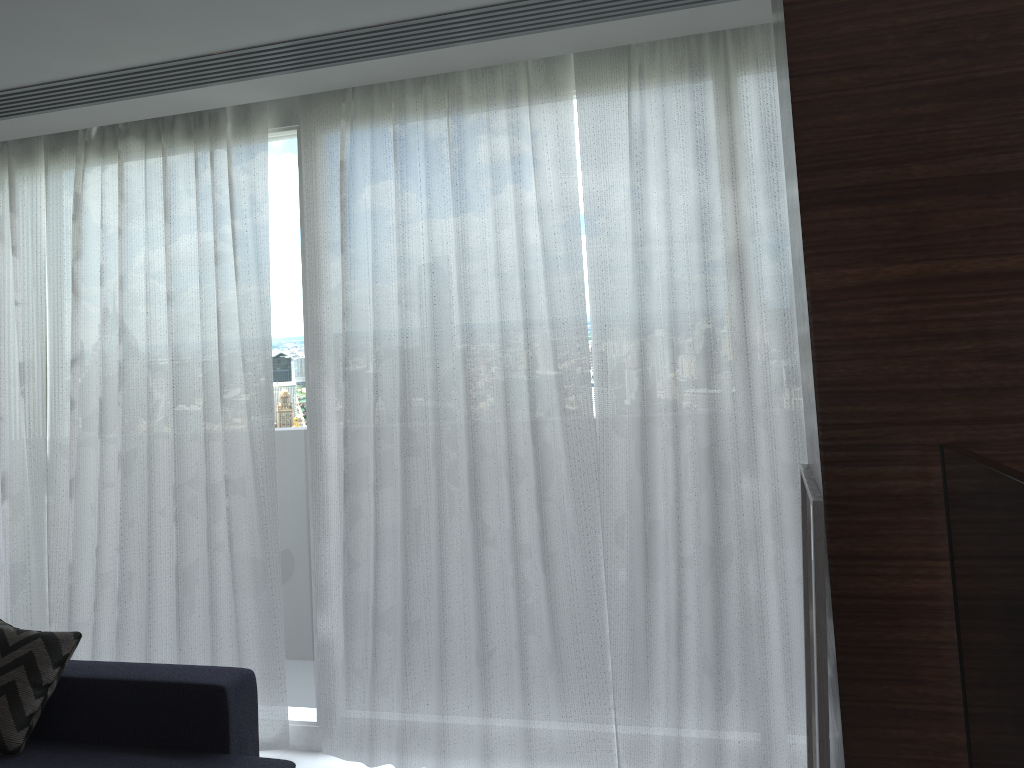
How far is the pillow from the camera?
2.8m

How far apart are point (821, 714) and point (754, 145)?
2.2m

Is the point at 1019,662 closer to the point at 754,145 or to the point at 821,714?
the point at 821,714

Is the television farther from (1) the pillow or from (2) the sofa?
(1) the pillow

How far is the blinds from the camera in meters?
3.0 m

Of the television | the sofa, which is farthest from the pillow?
the television

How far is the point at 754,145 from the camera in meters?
3.0

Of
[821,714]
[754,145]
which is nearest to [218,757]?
[821,714]

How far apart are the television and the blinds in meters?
1.7

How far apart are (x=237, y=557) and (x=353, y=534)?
0.6 meters
